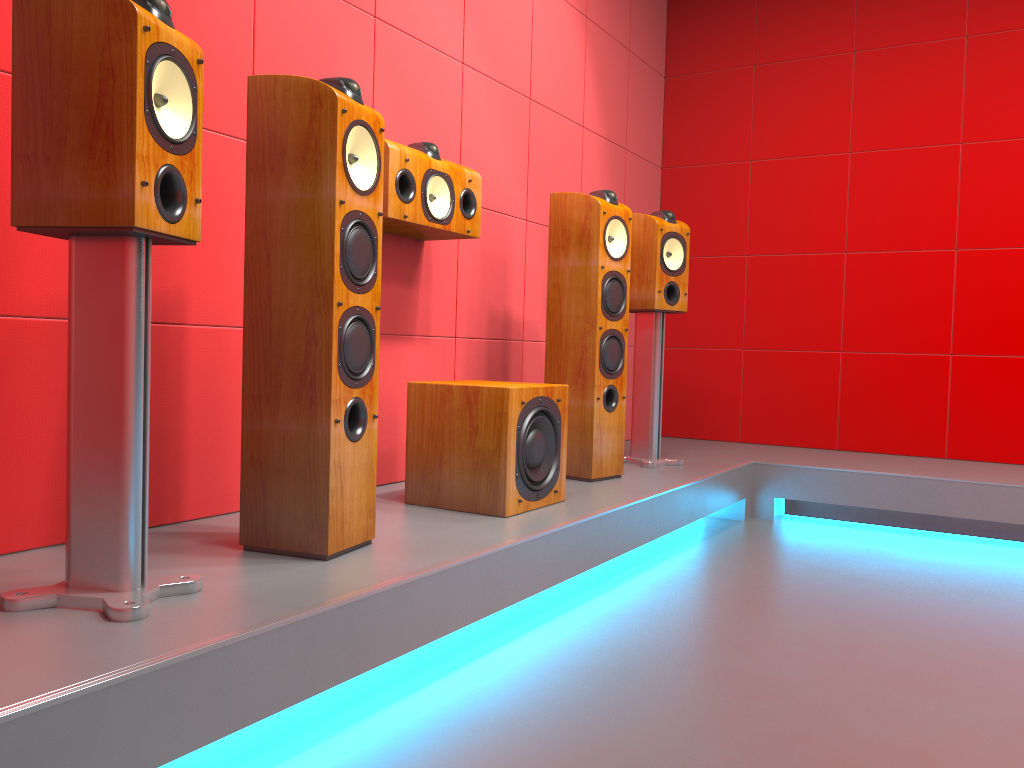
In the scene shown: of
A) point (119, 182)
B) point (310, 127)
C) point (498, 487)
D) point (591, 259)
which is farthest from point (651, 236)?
point (119, 182)

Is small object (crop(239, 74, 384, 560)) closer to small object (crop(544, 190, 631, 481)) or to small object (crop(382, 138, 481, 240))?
small object (crop(382, 138, 481, 240))

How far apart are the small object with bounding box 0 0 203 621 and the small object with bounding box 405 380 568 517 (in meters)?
0.97

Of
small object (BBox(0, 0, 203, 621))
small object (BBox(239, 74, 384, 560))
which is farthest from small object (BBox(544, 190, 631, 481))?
small object (BBox(0, 0, 203, 621))

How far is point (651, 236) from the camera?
3.6m

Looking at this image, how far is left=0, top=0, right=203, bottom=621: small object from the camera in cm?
143

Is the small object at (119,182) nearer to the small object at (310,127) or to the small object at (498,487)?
the small object at (310,127)

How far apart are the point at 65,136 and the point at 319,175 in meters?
0.5

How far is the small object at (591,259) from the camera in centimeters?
314cm

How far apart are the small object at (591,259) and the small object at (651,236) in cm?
35
